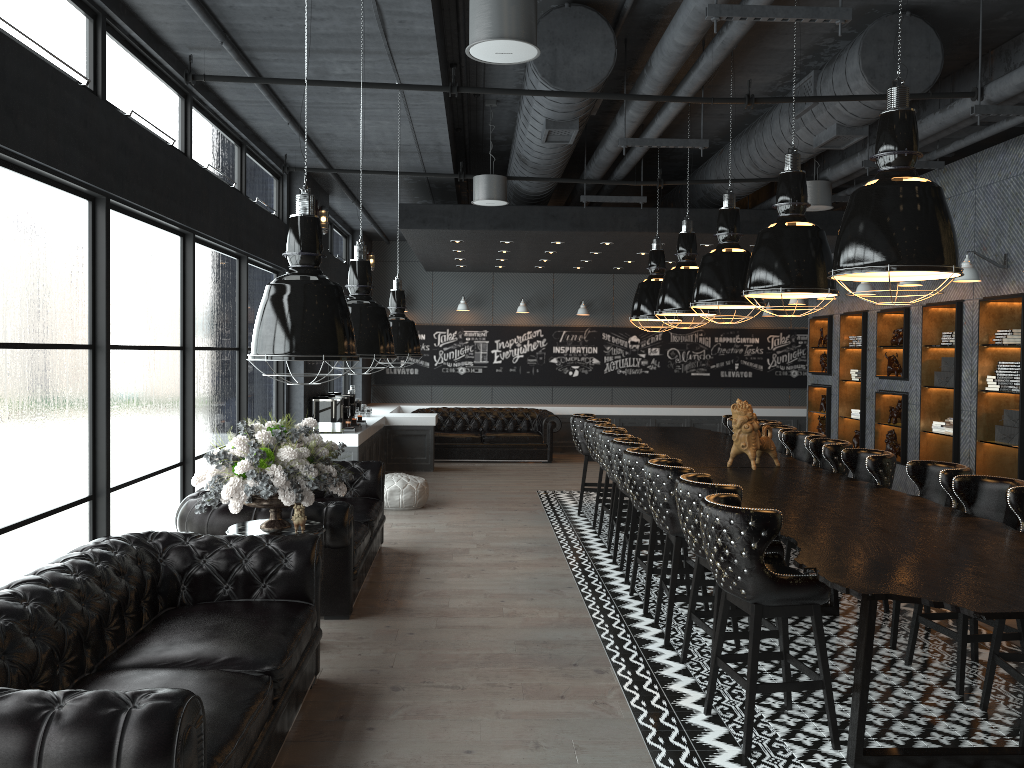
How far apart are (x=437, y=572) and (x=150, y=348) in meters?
2.8 m

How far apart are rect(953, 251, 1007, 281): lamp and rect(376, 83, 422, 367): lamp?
5.18m

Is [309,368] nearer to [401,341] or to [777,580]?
[401,341]

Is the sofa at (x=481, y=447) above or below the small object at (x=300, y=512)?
below

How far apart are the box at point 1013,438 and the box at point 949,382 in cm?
94

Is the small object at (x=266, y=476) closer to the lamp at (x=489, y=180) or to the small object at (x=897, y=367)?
the lamp at (x=489, y=180)

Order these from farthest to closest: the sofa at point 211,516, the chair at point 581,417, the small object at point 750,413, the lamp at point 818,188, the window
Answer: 1. the chair at point 581,417
2. the lamp at point 818,188
3. the small object at point 750,413
4. the sofa at point 211,516
5. the window

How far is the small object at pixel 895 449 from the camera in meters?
10.5 m

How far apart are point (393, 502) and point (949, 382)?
6.1 meters

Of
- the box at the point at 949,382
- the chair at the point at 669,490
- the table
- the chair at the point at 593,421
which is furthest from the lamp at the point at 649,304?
the table
